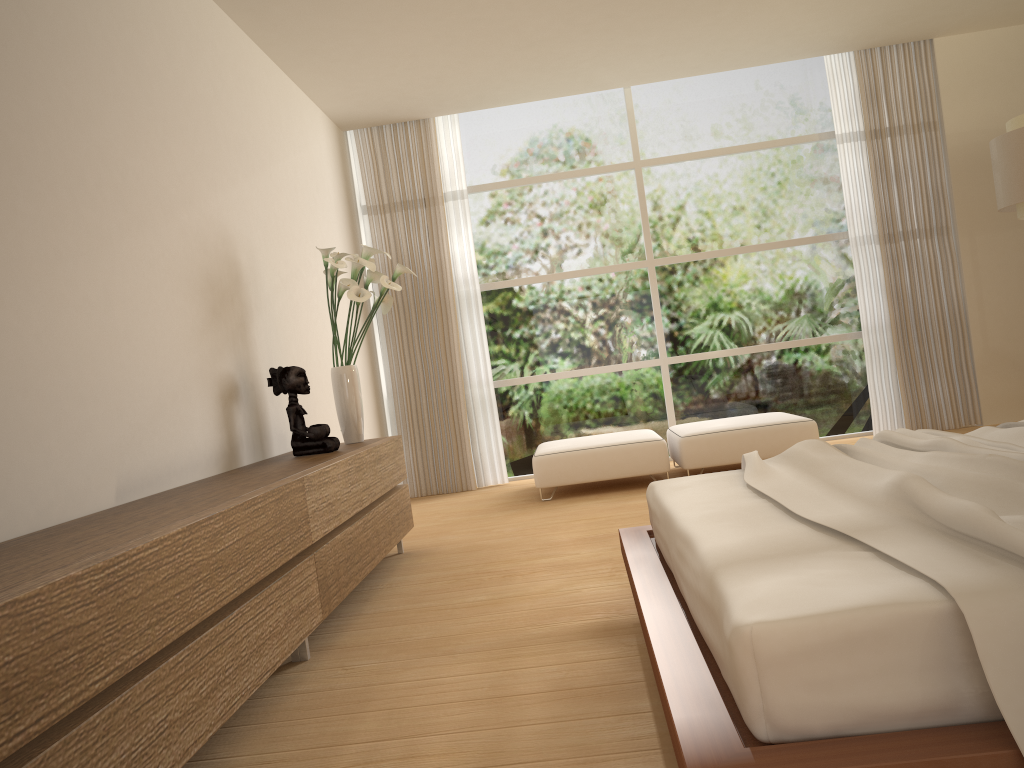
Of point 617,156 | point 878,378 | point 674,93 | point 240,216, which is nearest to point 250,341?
point 240,216

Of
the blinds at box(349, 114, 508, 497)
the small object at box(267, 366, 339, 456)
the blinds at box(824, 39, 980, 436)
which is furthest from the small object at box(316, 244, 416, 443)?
the blinds at box(824, 39, 980, 436)

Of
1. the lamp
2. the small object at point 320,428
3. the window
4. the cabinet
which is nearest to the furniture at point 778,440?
the window

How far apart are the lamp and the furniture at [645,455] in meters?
2.5

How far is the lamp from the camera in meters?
5.1 m

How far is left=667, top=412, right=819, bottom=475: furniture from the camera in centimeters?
608cm

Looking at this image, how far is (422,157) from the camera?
7.33m

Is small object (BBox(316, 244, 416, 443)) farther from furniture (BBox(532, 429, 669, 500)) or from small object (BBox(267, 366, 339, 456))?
furniture (BBox(532, 429, 669, 500))

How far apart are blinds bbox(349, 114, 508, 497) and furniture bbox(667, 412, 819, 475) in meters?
1.5

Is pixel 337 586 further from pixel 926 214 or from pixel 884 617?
pixel 926 214
